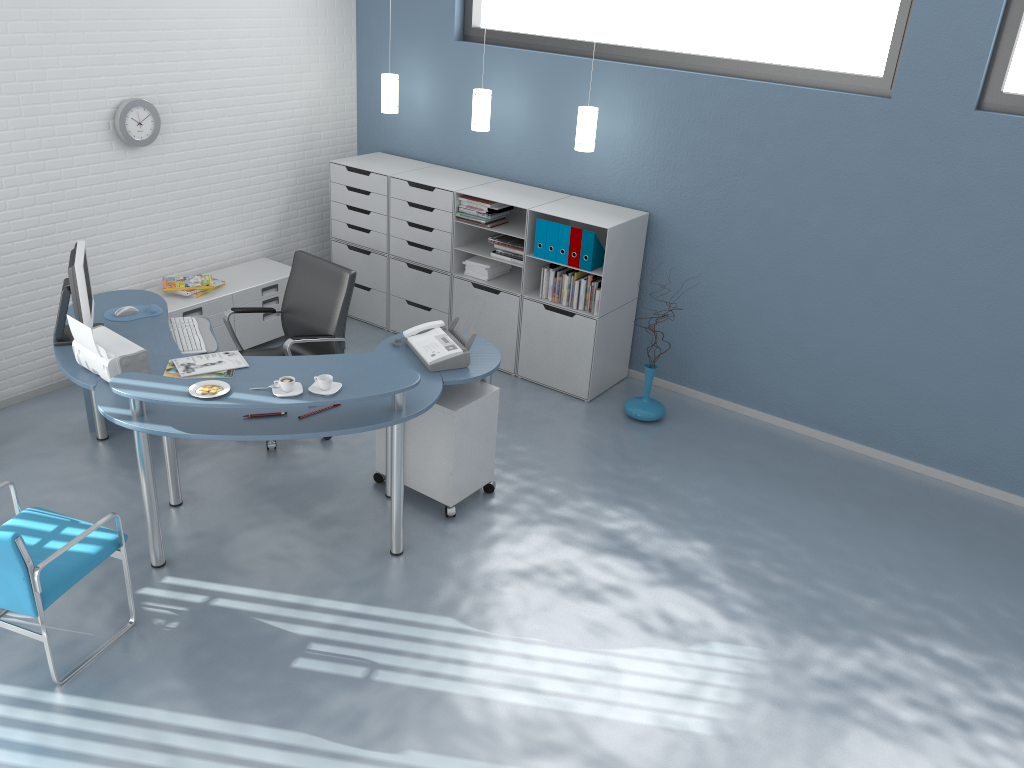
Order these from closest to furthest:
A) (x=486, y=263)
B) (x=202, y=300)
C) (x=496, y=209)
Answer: (x=202, y=300) → (x=496, y=209) → (x=486, y=263)

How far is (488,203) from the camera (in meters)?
5.69

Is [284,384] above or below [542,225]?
below

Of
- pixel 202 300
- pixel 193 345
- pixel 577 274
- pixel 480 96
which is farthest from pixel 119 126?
pixel 577 274

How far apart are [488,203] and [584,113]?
0.84m

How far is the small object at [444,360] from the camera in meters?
4.2

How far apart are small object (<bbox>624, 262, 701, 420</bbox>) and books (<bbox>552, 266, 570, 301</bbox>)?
0.8m

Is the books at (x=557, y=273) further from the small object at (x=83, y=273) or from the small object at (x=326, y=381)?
the small object at (x=83, y=273)

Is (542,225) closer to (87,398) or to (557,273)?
(557,273)

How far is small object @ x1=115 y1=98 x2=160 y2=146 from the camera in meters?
5.2 m
